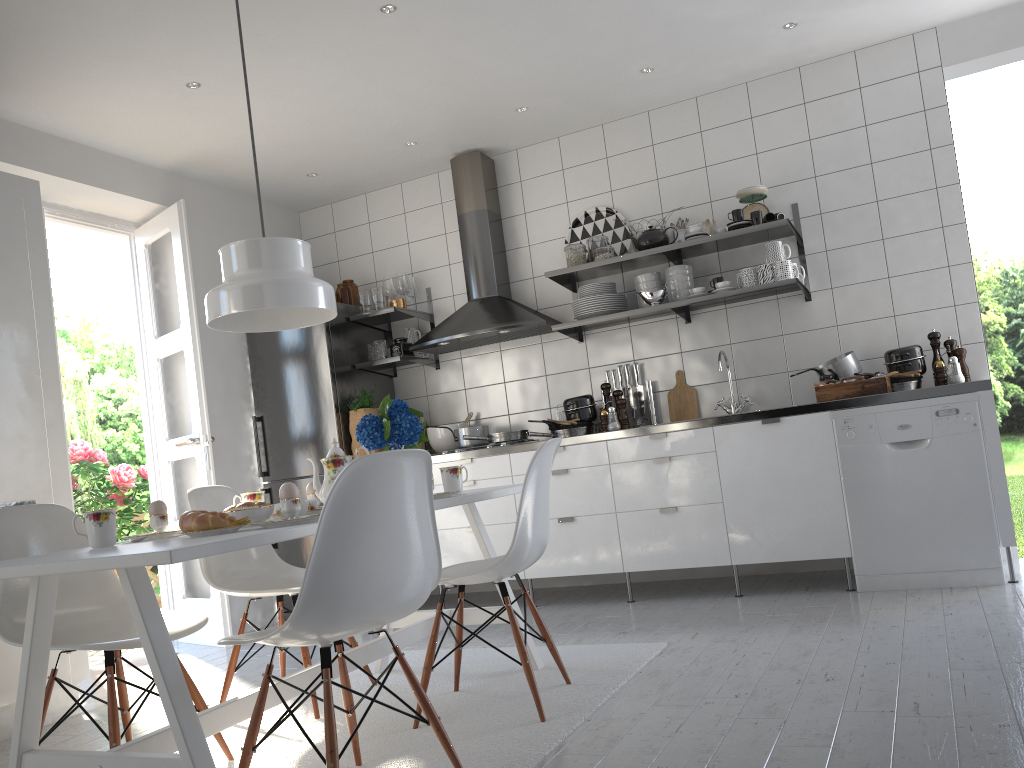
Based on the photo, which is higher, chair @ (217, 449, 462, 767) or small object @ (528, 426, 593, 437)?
small object @ (528, 426, 593, 437)

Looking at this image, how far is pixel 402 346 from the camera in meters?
5.2

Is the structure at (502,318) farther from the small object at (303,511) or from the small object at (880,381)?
the small object at (303,511)

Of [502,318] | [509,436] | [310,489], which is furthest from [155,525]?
[502,318]

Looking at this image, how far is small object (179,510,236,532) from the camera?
2.06m

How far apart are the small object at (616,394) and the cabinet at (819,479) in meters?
0.5 m

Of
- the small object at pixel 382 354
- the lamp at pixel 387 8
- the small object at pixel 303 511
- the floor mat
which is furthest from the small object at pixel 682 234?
the small object at pixel 303 511

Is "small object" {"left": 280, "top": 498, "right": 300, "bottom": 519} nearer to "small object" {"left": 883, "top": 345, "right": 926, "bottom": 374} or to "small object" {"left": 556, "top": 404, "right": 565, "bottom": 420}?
"small object" {"left": 556, "top": 404, "right": 565, "bottom": 420}

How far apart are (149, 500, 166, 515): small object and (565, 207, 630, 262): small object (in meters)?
3.18

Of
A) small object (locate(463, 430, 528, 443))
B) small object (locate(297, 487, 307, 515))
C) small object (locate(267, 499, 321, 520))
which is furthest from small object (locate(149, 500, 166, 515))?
small object (locate(463, 430, 528, 443))
